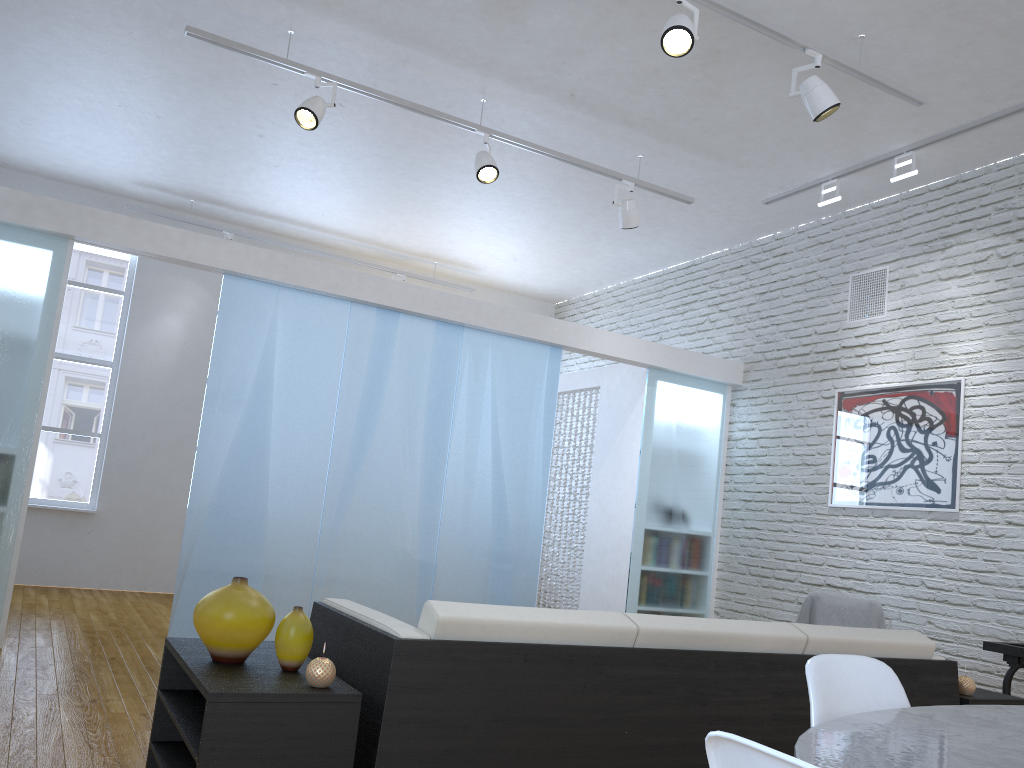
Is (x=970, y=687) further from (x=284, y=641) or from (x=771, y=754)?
(x=771, y=754)

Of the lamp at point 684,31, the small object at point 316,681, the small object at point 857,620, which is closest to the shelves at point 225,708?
the small object at point 316,681

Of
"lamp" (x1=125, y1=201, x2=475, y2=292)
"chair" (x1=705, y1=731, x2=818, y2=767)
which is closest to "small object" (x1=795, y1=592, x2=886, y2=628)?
"chair" (x1=705, y1=731, x2=818, y2=767)

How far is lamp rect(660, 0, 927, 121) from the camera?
3.5 meters

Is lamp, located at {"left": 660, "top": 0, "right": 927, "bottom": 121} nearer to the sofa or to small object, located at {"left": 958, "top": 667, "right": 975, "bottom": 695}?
the sofa

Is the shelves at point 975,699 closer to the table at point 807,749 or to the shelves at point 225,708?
the table at point 807,749

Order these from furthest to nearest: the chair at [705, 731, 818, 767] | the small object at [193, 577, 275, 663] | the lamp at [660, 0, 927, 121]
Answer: the lamp at [660, 0, 927, 121] → the small object at [193, 577, 275, 663] → the chair at [705, 731, 818, 767]

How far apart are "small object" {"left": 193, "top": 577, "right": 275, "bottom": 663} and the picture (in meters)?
4.07

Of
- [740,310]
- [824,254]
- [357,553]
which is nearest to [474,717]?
[357,553]

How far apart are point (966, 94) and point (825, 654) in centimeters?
372cm
